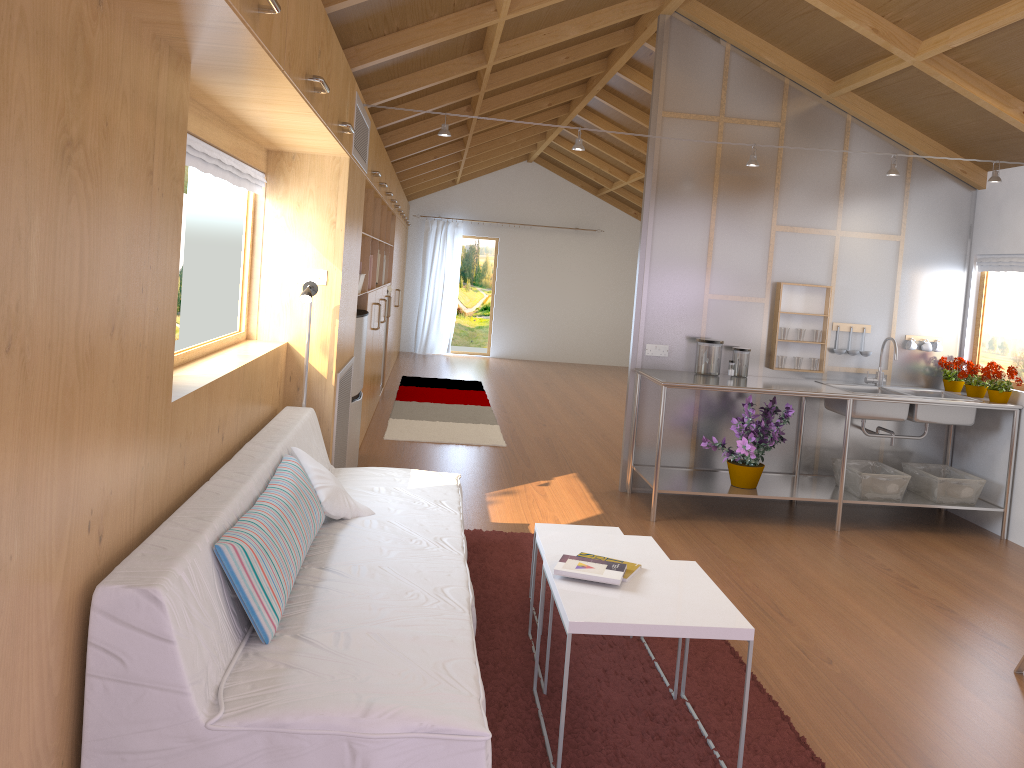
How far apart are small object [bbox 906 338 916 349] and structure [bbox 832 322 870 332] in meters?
0.3

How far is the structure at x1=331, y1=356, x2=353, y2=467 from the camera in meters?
4.5

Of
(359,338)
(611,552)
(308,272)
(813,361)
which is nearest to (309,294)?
(308,272)

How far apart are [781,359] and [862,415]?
0.6 meters

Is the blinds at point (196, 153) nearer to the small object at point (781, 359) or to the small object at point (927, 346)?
the small object at point (781, 359)

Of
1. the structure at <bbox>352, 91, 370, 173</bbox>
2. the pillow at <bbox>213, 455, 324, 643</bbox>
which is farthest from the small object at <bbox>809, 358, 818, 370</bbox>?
the pillow at <bbox>213, 455, 324, 643</bbox>

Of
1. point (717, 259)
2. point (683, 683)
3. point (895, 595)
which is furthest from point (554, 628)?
point (717, 259)

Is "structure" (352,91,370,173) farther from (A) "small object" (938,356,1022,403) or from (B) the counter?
(A) "small object" (938,356,1022,403)

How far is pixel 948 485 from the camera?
5.1m

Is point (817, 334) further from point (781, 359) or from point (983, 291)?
point (983, 291)
